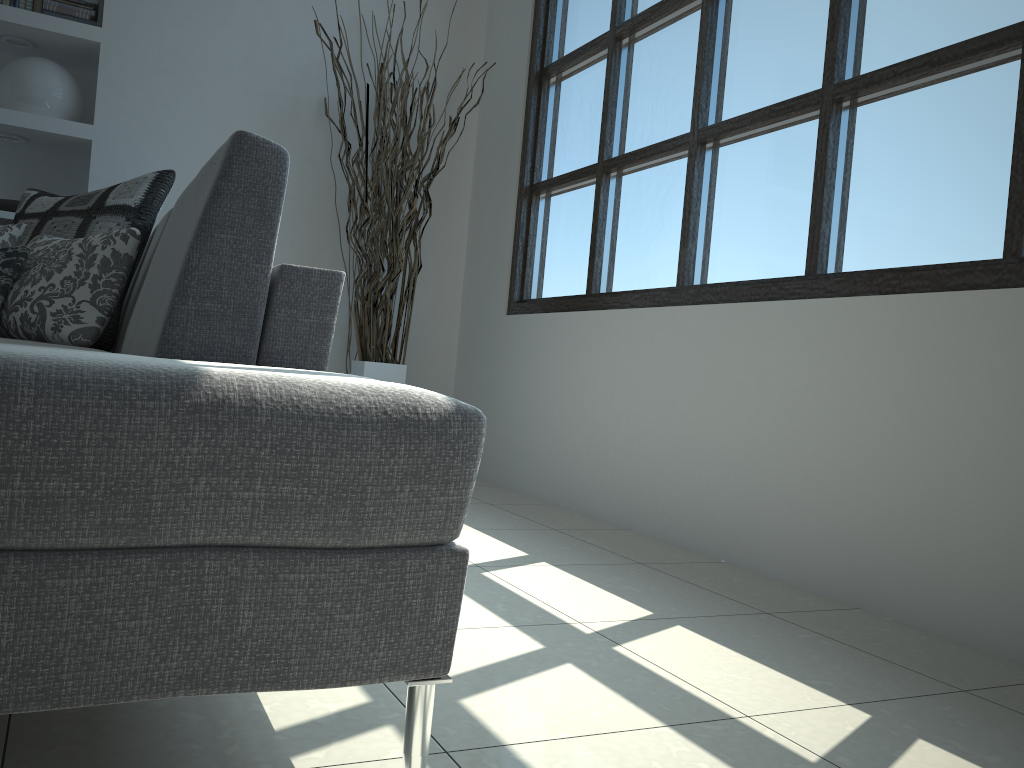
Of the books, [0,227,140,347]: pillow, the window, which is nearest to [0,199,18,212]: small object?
the books

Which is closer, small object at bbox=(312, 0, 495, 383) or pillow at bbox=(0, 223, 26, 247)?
pillow at bbox=(0, 223, 26, 247)

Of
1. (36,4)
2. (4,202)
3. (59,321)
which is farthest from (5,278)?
(36,4)

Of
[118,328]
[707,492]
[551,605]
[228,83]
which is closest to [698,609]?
[551,605]

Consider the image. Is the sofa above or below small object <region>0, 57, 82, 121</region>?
below

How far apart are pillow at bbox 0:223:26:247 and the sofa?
0.39m

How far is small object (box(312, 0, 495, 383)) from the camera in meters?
3.9

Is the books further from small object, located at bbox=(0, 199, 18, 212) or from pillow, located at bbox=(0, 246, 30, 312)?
pillow, located at bbox=(0, 246, 30, 312)

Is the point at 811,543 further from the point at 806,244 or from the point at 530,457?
the point at 530,457

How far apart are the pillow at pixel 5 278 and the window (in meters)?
1.91
